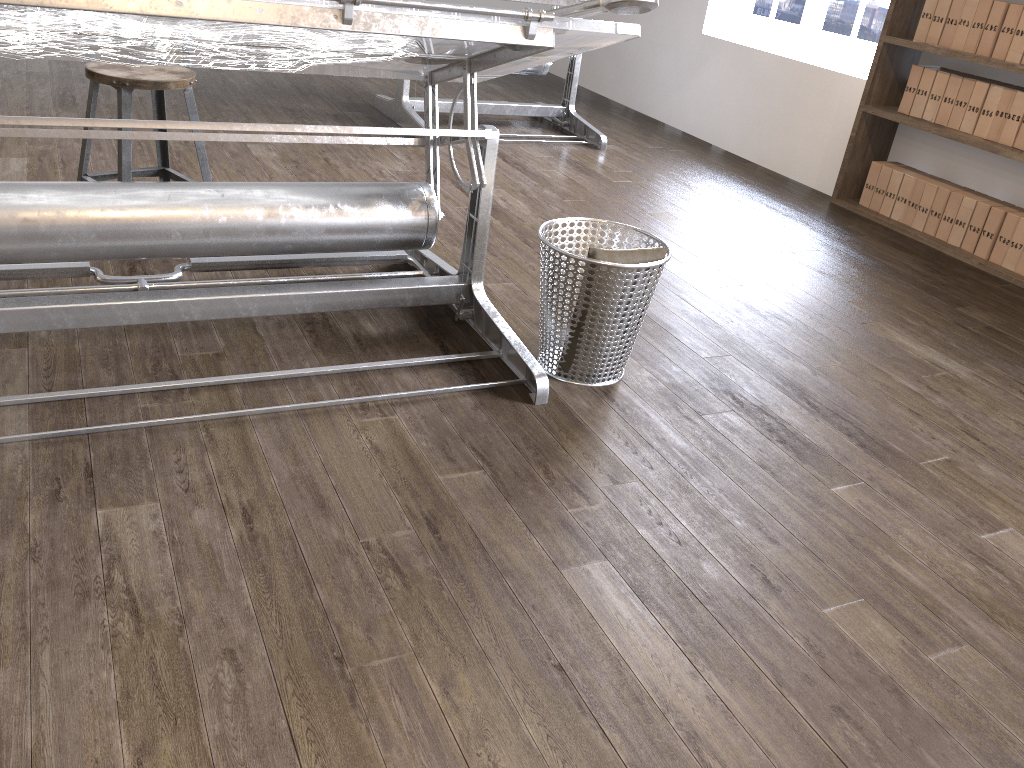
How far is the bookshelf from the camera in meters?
3.8 m

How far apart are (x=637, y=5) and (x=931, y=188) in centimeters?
284cm

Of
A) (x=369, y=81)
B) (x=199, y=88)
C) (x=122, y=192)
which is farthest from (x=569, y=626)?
(x=369, y=81)

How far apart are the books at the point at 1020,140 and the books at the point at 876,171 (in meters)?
0.70

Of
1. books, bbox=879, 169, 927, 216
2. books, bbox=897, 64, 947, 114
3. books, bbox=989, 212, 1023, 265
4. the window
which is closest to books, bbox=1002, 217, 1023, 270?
books, bbox=989, 212, 1023, 265

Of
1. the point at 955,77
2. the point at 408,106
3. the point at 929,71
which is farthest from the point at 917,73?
the point at 408,106

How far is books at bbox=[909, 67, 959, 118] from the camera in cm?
402

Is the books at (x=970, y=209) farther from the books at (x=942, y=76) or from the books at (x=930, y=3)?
the books at (x=930, y=3)

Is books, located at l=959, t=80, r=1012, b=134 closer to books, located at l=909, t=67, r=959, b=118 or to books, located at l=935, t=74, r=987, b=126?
books, located at l=935, t=74, r=987, b=126

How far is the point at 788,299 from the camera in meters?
3.2 m
